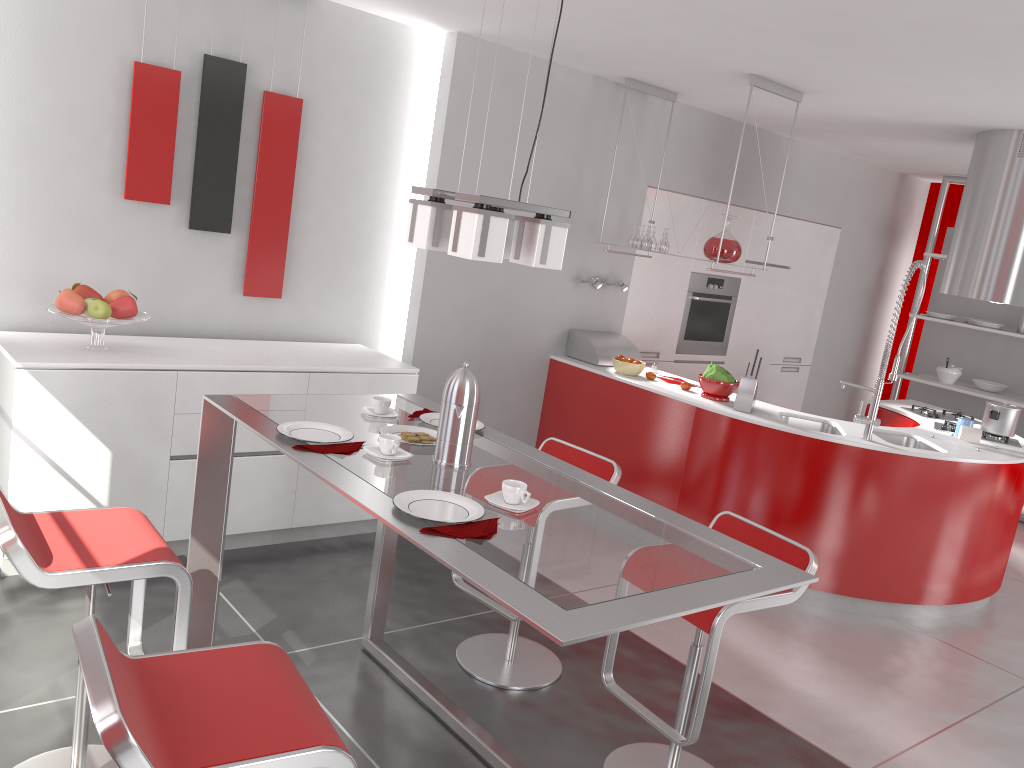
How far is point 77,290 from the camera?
3.73m

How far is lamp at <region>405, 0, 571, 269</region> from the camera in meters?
2.1

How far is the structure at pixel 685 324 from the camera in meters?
6.4

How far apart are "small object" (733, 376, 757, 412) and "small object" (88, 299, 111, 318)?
3.08m

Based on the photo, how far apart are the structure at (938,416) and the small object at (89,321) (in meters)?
4.55

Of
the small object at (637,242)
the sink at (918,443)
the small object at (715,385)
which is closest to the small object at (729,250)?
the small object at (637,242)

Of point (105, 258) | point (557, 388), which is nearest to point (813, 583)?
point (557, 388)

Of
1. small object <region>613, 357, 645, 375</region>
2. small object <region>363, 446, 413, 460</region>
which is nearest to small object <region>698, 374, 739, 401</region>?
small object <region>613, 357, 645, 375</region>

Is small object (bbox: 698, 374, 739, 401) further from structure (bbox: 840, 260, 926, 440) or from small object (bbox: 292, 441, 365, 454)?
small object (bbox: 292, 441, 365, 454)

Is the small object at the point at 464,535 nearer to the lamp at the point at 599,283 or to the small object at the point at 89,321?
the small object at the point at 89,321
